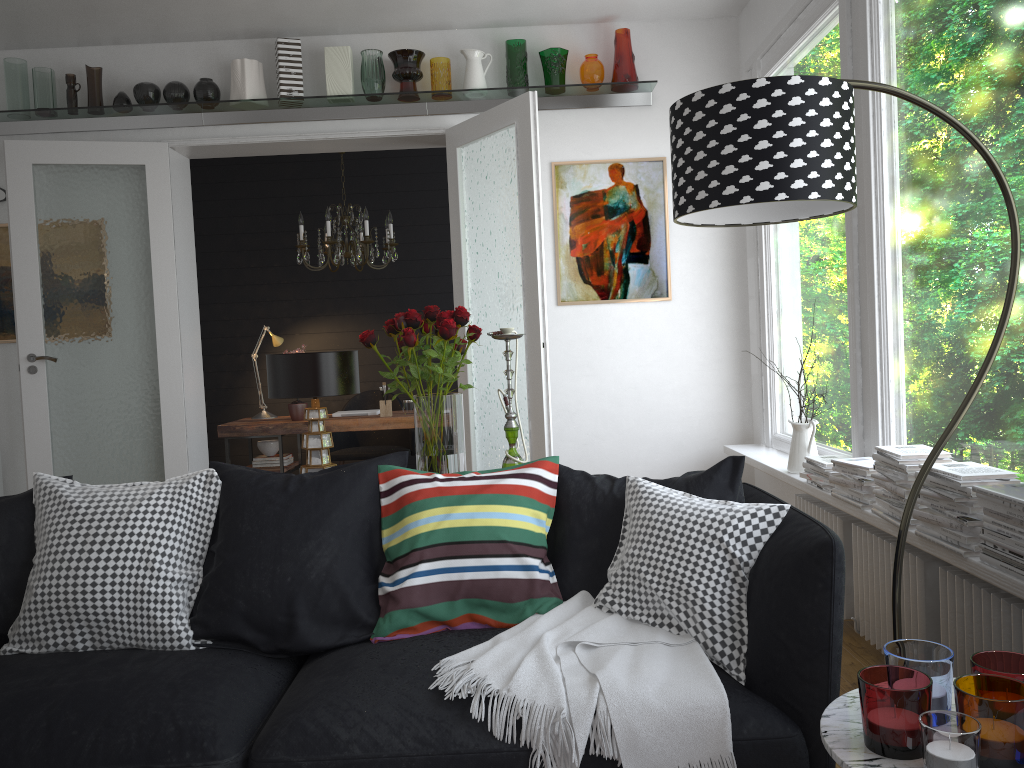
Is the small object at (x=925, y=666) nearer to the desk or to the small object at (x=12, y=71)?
the desk

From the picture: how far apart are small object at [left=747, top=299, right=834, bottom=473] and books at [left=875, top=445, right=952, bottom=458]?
0.9 meters

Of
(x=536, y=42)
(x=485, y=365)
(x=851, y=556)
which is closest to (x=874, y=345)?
(x=851, y=556)

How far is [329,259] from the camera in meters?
7.3 m

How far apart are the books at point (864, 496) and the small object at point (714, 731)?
1.3m

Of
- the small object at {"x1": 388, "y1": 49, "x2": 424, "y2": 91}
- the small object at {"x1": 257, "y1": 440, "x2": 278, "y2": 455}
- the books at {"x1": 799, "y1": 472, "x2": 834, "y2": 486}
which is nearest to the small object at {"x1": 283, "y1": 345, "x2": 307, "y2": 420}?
the small object at {"x1": 257, "y1": 440, "x2": 278, "y2": 455}

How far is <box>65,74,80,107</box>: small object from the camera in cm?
509

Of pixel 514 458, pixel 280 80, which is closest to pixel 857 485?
pixel 514 458

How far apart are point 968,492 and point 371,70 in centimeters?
395cm

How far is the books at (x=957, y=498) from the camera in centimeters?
245cm
